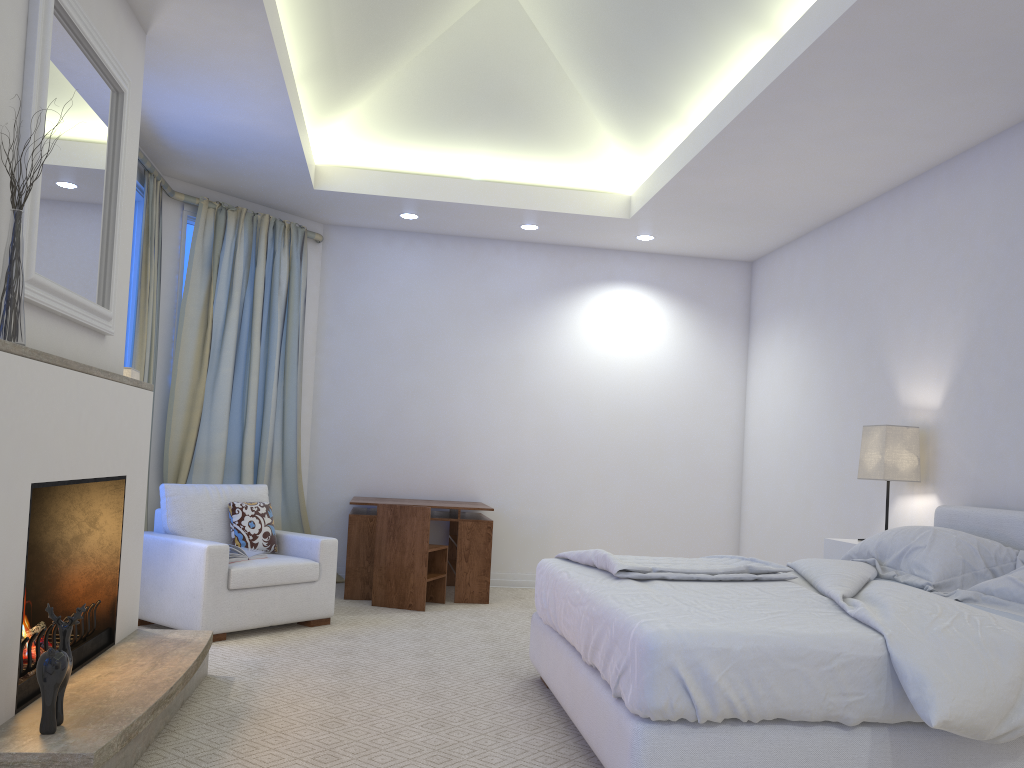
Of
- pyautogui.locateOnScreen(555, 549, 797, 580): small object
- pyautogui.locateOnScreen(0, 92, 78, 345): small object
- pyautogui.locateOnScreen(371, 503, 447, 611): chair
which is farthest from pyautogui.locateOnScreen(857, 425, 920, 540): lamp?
pyautogui.locateOnScreen(0, 92, 78, 345): small object

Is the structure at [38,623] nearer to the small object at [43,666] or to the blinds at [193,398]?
the small object at [43,666]

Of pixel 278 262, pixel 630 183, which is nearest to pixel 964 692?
pixel 630 183

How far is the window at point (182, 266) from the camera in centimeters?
542cm

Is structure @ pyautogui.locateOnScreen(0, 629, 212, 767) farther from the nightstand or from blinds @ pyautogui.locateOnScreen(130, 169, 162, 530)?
the nightstand

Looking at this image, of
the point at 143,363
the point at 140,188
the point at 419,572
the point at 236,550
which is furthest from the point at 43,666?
the point at 140,188

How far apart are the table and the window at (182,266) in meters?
1.7

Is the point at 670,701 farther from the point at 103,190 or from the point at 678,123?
the point at 678,123

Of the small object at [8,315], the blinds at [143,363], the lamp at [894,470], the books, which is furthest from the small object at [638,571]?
the blinds at [143,363]

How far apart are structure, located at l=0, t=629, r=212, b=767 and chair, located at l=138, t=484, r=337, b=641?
0.6 meters
